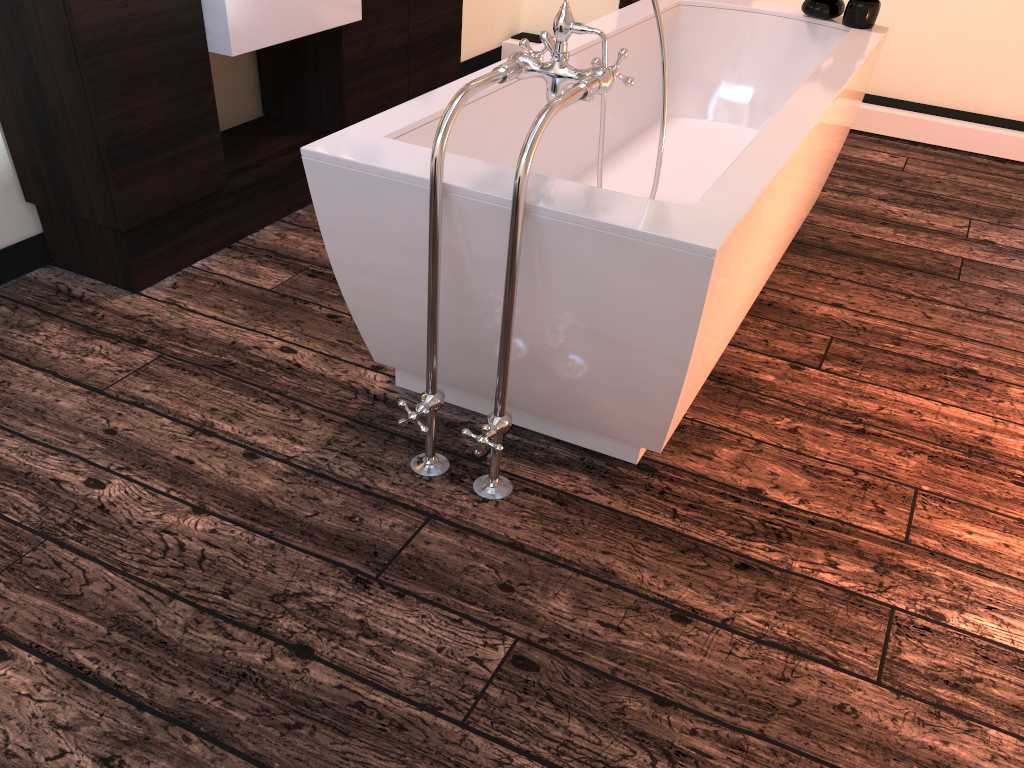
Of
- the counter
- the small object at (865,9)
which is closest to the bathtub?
the small object at (865,9)

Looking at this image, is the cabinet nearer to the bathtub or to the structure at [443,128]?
the bathtub

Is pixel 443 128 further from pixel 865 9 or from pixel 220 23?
pixel 865 9

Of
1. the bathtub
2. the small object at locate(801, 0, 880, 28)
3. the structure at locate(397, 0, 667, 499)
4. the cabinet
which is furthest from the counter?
the small object at locate(801, 0, 880, 28)

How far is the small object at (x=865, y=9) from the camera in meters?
2.9

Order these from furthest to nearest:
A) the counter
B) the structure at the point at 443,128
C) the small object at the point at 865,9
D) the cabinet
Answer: the small object at the point at 865,9 → the counter → the cabinet → the structure at the point at 443,128

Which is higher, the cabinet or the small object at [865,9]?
the small object at [865,9]

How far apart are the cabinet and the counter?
0.02m

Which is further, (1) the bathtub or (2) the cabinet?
(2) the cabinet

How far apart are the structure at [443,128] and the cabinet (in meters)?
1.08
